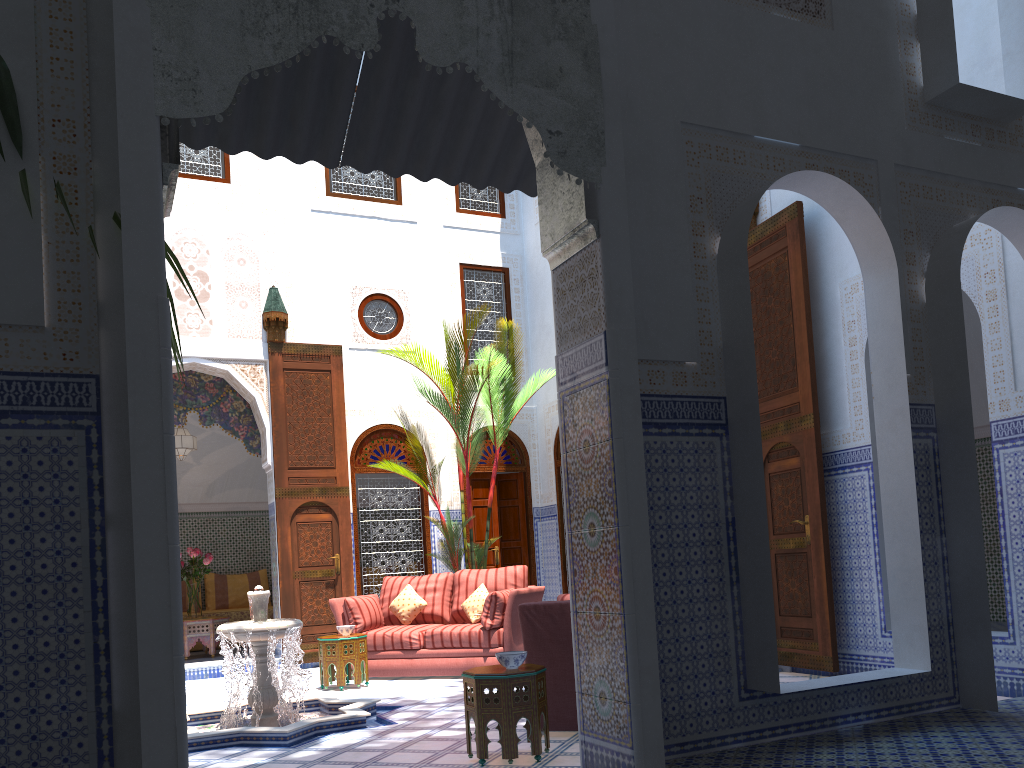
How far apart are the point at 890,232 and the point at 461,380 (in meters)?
3.64

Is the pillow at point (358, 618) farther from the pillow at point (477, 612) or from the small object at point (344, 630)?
the pillow at point (477, 612)

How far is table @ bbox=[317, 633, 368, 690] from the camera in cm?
516

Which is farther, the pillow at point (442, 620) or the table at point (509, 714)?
the pillow at point (442, 620)

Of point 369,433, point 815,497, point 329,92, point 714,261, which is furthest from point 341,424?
point 714,261

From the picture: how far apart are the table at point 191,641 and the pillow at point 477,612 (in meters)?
2.50

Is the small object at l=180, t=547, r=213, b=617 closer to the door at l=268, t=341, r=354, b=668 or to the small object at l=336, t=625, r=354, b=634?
the door at l=268, t=341, r=354, b=668

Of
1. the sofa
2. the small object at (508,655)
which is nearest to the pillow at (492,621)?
the sofa

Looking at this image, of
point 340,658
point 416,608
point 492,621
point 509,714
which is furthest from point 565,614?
point 416,608

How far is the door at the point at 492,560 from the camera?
7.4m
